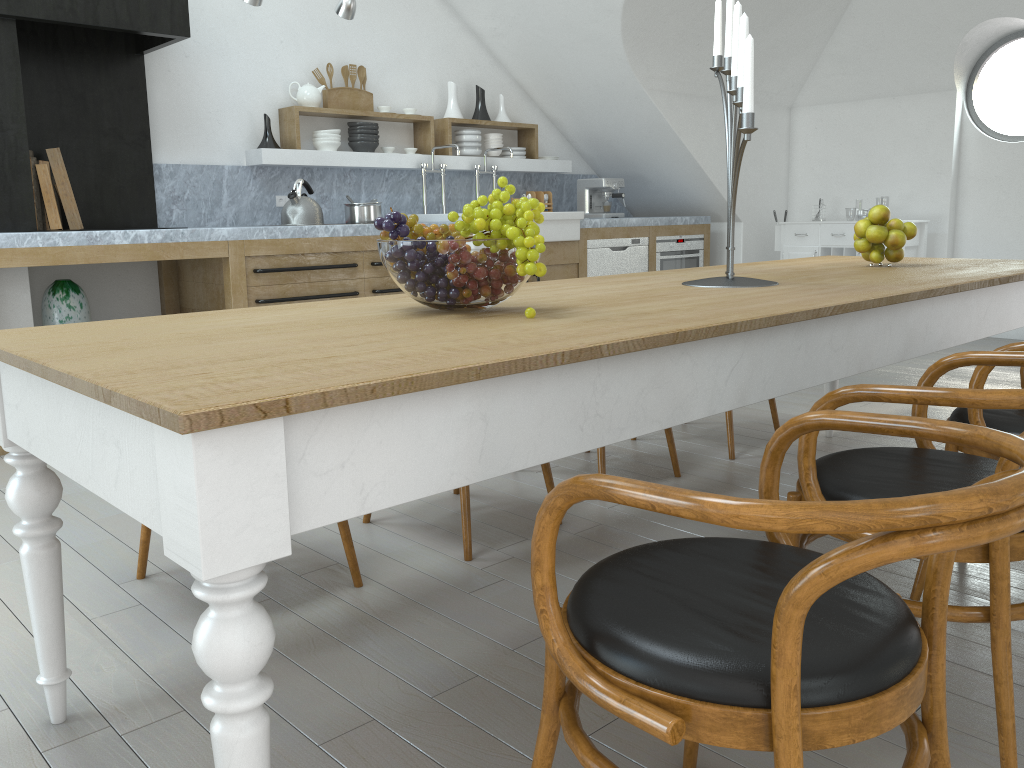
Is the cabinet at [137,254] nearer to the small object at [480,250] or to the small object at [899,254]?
the small object at [480,250]

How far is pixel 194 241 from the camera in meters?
4.4

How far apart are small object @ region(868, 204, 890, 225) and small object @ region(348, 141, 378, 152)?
3.6 meters

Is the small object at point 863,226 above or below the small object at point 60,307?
above

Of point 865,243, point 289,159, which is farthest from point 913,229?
point 289,159

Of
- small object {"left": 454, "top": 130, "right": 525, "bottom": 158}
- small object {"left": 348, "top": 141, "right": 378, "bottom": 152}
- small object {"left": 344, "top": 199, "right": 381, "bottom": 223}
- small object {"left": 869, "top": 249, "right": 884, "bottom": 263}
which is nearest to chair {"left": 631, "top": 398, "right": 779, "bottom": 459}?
small object {"left": 869, "top": 249, "right": 884, "bottom": 263}

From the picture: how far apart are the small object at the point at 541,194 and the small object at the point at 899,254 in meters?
4.1 m

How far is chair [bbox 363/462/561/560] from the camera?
2.6m

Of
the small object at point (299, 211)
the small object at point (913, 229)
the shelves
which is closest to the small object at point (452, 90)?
the shelves

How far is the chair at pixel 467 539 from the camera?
2.62m
